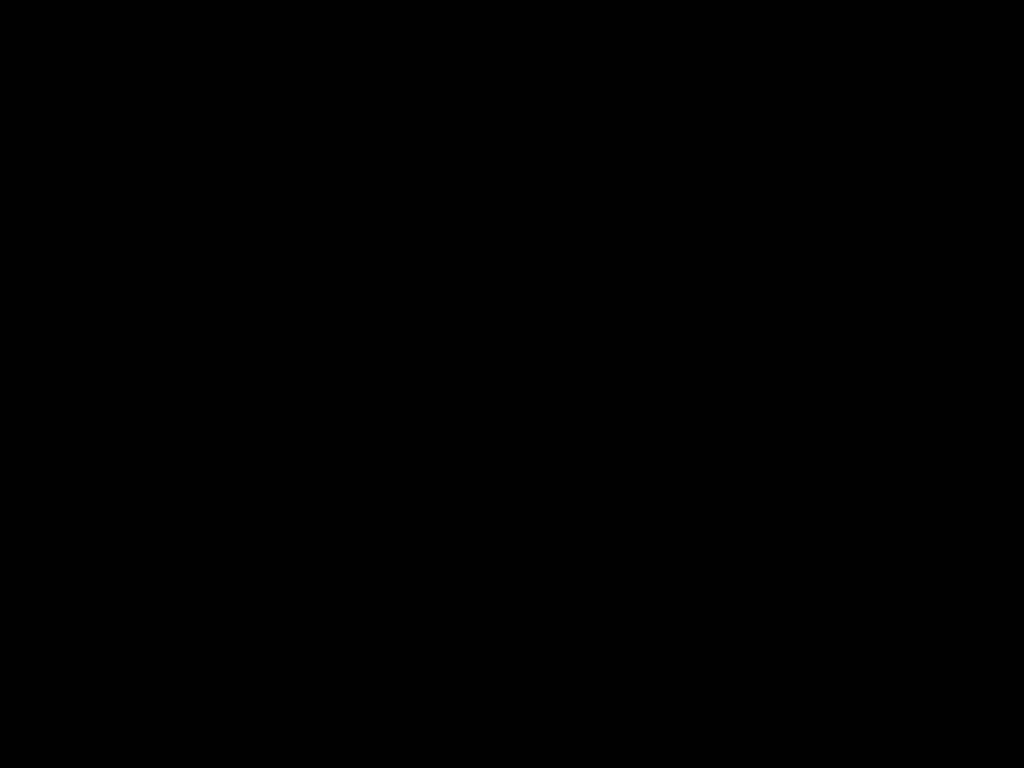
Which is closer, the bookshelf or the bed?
the bed

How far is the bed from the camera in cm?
35

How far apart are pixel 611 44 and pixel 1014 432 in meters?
0.9 m

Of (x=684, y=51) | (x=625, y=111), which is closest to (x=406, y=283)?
(x=625, y=111)

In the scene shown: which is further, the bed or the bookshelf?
the bookshelf

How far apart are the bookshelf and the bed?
0.0m

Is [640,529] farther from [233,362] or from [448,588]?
[233,362]

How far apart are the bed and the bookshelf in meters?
0.0 m

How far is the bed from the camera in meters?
0.3
